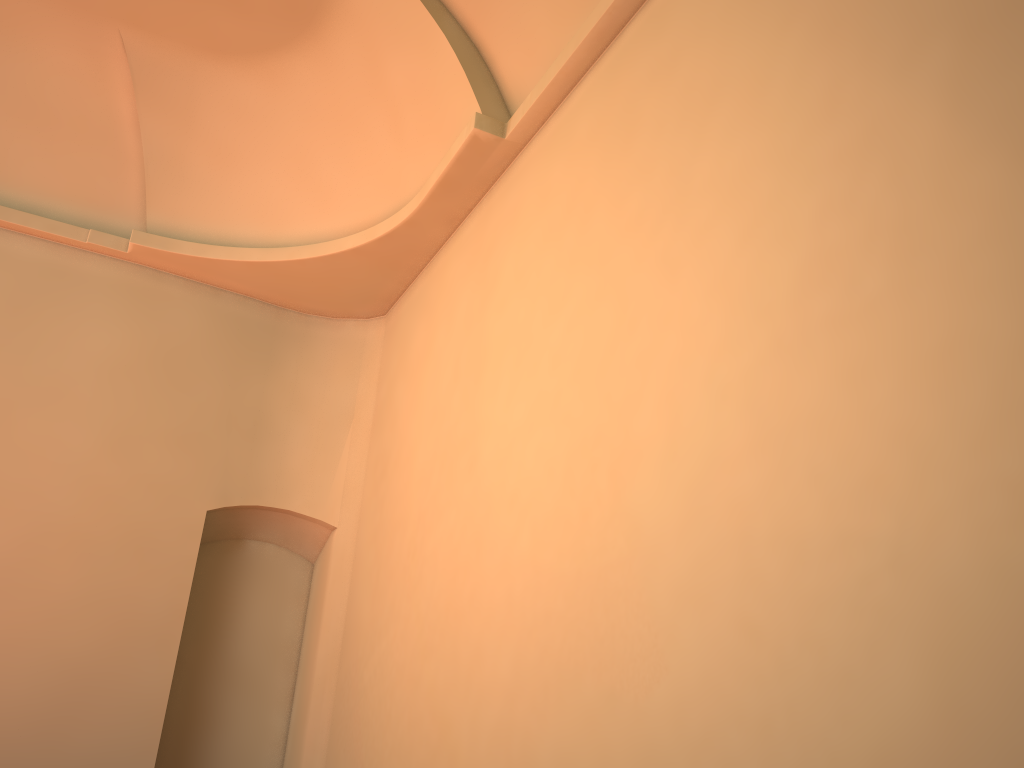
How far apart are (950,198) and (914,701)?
1.58m
